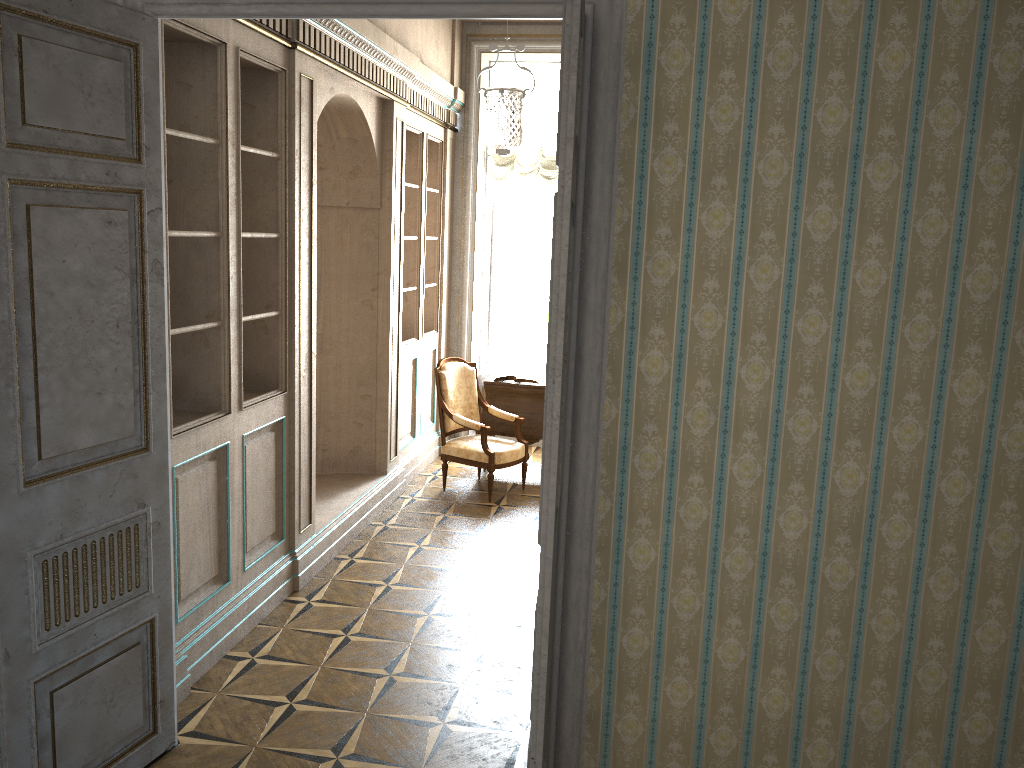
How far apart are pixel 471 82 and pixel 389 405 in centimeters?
311cm

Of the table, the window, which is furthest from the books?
the window

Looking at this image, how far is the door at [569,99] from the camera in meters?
2.1

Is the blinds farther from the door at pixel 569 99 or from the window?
the door at pixel 569 99

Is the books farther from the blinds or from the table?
the blinds

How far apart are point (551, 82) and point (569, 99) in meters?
6.3

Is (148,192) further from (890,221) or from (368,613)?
(368,613)

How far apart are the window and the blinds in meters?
0.3

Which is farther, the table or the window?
the window

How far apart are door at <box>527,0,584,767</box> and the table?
4.62m
